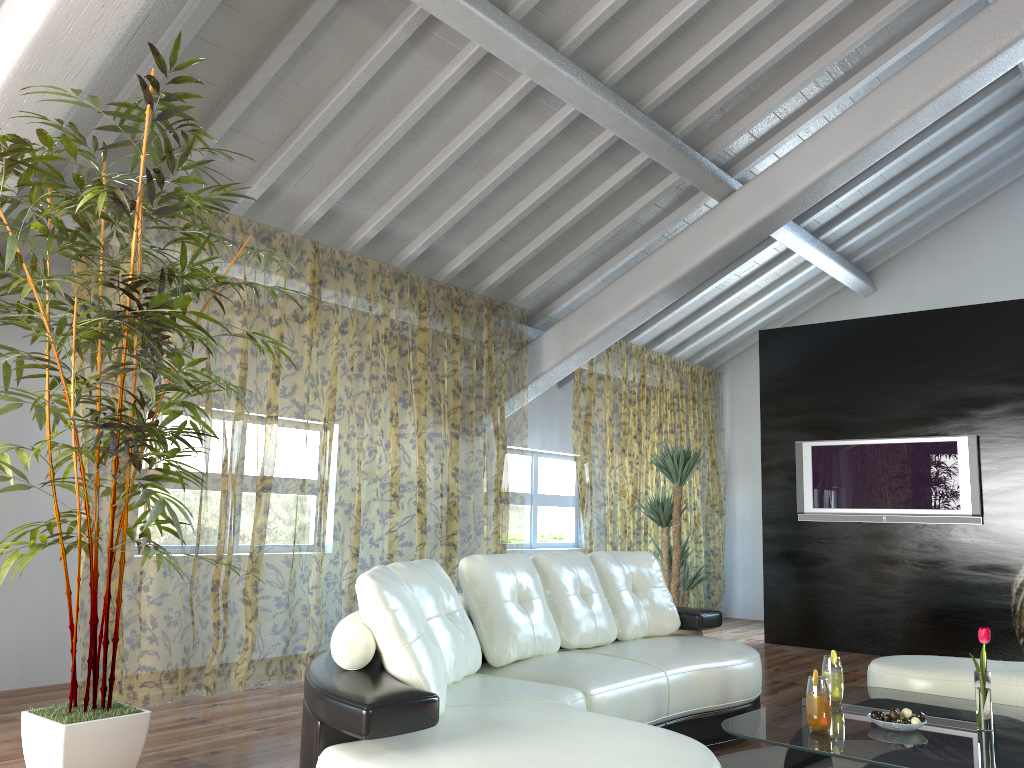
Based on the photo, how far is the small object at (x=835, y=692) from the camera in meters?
3.2 m

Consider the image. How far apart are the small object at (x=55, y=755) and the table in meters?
1.8 m

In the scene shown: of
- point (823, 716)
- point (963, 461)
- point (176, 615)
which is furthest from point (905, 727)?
point (176, 615)

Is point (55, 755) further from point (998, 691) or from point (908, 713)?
point (998, 691)

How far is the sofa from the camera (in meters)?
2.15

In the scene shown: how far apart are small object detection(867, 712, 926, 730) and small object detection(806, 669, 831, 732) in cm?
21

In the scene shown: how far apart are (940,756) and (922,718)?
0.34m

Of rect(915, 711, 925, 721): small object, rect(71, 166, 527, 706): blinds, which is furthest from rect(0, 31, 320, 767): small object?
rect(915, 711, 925, 721): small object

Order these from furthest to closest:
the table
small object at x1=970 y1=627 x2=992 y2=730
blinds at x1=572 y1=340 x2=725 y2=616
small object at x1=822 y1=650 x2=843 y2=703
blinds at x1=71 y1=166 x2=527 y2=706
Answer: blinds at x1=572 y1=340 x2=725 y2=616
blinds at x1=71 y1=166 x2=527 y2=706
small object at x1=822 y1=650 x2=843 y2=703
small object at x1=970 y1=627 x2=992 y2=730
the table

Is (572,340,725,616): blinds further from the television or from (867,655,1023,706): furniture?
(867,655,1023,706): furniture
